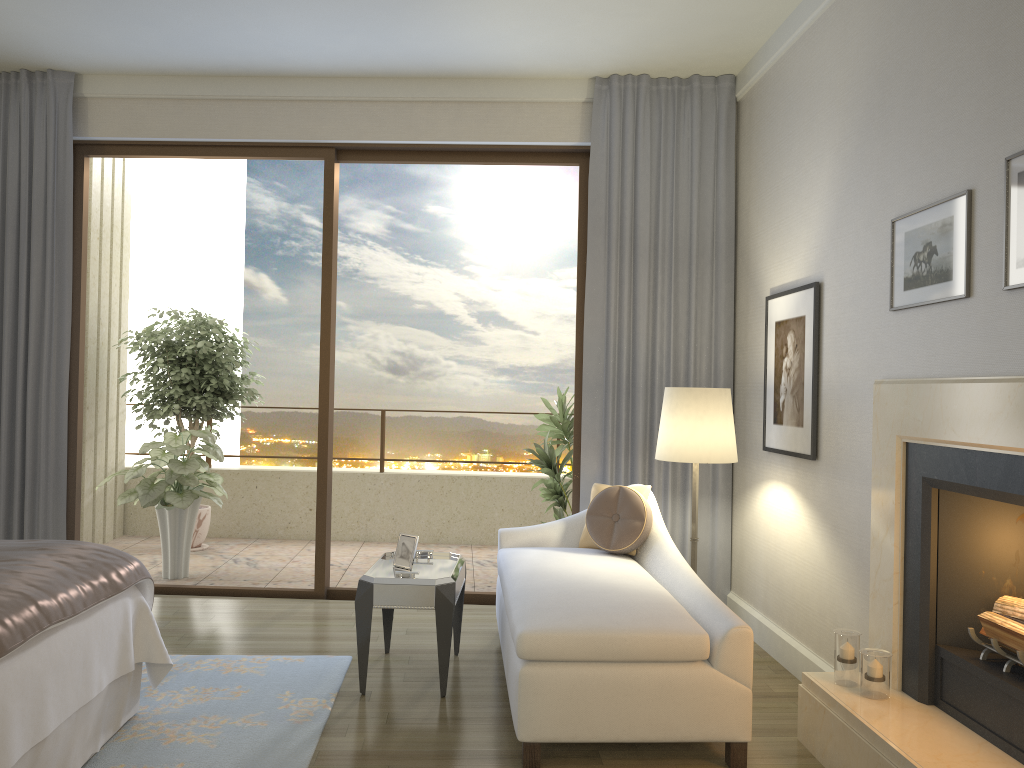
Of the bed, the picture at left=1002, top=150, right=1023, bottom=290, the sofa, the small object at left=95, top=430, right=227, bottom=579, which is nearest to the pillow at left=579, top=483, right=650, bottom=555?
the sofa

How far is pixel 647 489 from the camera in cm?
443

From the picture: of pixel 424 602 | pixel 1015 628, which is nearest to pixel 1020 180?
pixel 1015 628

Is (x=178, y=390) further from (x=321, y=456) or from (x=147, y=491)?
(x=321, y=456)

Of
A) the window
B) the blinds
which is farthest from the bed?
the blinds

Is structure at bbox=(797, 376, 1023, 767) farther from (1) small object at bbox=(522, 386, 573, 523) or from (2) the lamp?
(1) small object at bbox=(522, 386, 573, 523)

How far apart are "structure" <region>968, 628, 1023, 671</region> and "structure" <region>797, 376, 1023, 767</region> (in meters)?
0.02

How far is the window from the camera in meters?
5.4

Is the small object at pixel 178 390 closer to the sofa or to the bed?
the sofa

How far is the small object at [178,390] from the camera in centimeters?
674cm
